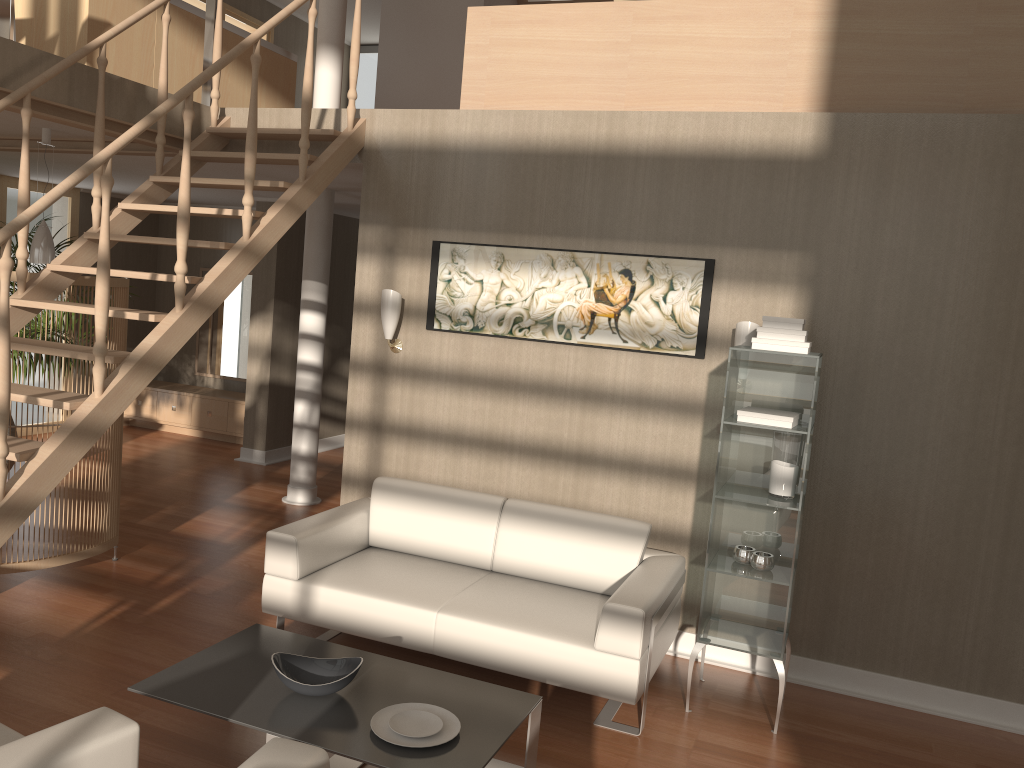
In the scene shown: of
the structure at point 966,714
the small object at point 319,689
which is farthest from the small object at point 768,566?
the small object at point 319,689

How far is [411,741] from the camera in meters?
2.8

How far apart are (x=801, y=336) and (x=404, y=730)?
2.19m

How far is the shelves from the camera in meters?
3.8

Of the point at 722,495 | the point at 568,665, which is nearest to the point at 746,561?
the point at 722,495

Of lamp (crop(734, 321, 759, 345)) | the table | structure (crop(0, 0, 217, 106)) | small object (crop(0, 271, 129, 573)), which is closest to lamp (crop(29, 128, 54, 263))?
small object (crop(0, 271, 129, 573))

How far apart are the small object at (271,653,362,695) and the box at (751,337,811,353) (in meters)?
2.03

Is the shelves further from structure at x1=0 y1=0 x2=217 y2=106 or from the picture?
structure at x1=0 y1=0 x2=217 y2=106

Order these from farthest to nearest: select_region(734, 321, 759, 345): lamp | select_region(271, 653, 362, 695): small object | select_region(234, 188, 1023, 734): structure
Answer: select_region(734, 321, 759, 345): lamp → select_region(234, 188, 1023, 734): structure → select_region(271, 653, 362, 695): small object

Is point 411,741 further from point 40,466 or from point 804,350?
point 804,350
